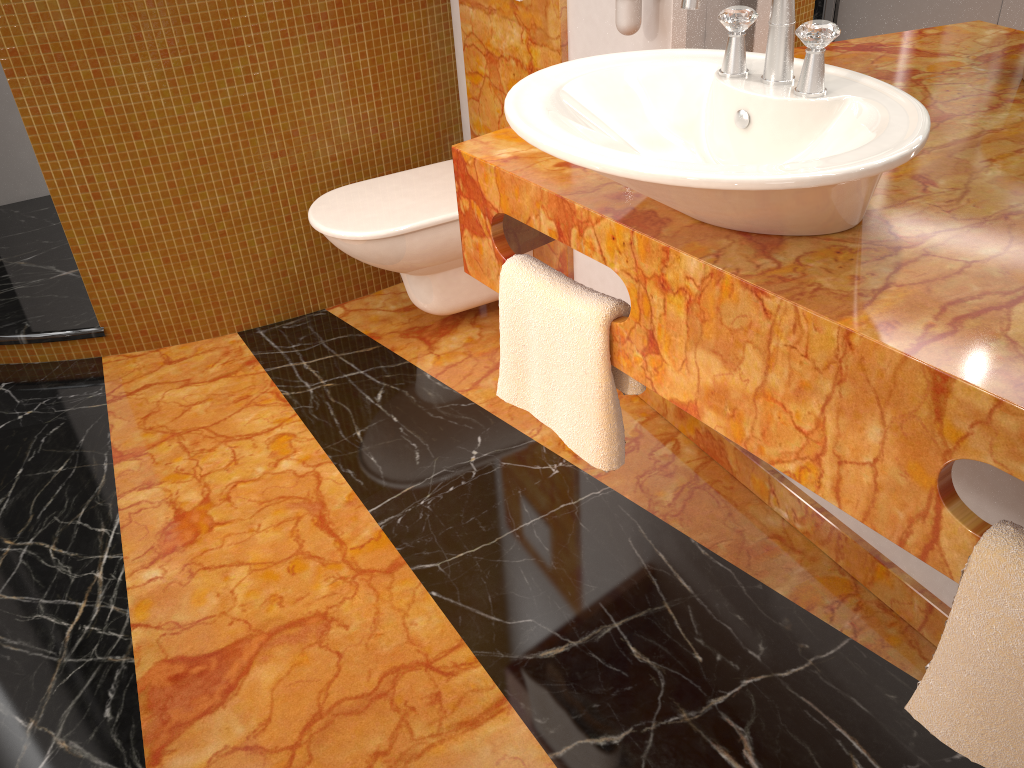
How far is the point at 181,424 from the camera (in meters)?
2.23

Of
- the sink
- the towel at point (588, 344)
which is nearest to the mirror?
the sink

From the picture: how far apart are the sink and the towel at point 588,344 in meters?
0.2 m

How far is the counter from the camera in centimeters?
90cm

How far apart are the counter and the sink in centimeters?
1cm

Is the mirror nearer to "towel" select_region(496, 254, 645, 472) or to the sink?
the sink

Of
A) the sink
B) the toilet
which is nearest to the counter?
the sink

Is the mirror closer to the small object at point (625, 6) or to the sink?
the small object at point (625, 6)

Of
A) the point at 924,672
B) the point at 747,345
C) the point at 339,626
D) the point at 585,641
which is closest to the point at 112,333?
the point at 339,626

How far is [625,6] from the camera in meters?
1.6
